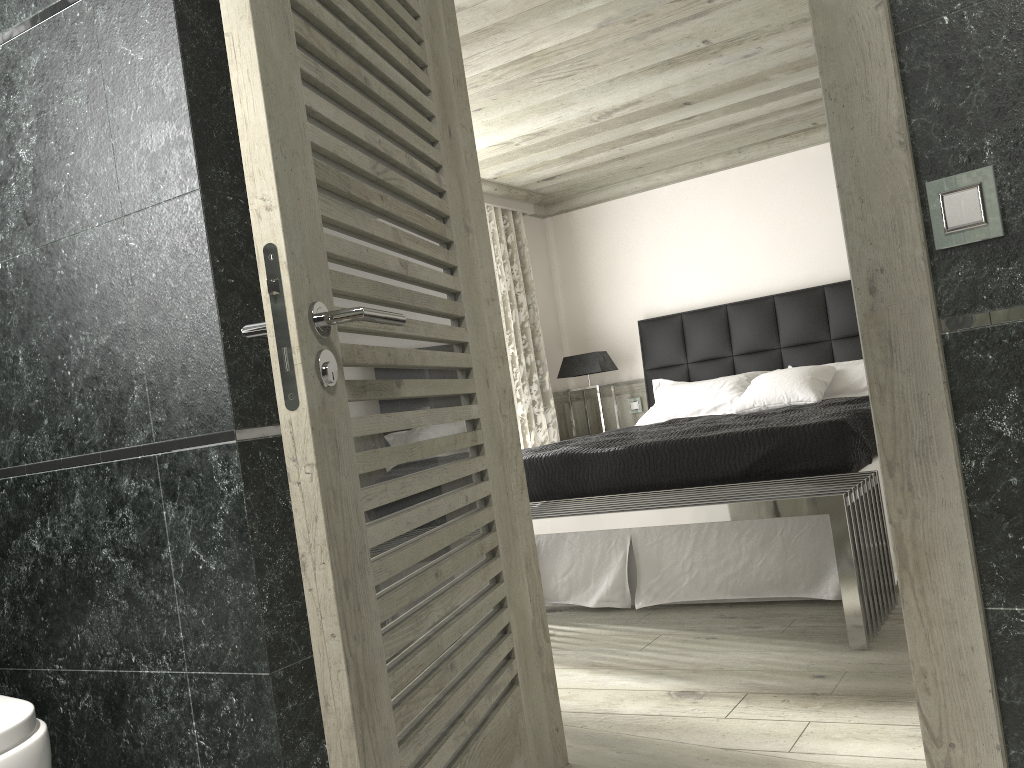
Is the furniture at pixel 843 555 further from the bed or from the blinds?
the blinds

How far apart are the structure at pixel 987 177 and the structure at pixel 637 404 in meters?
5.8

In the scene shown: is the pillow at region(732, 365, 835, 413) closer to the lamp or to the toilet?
the lamp

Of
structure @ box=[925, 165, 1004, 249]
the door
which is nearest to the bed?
the door

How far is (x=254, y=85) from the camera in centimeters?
146cm

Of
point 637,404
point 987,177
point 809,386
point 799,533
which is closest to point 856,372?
point 809,386

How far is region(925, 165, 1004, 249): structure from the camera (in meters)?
1.49

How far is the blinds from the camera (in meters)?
6.97

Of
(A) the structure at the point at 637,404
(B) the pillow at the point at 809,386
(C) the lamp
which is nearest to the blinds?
(C) the lamp

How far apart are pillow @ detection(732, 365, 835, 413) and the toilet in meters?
4.6 m
